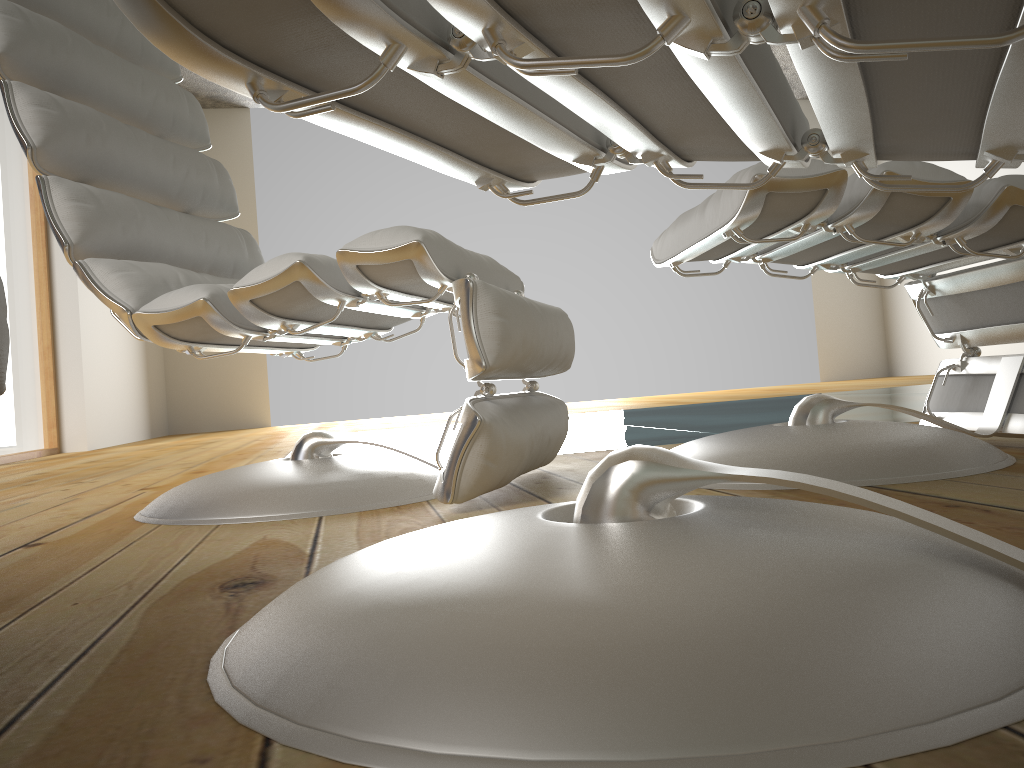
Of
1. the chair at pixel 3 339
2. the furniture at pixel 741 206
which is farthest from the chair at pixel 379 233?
the chair at pixel 3 339

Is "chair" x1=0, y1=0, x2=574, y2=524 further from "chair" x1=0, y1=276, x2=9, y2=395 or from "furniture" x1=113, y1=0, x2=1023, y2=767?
"chair" x1=0, y1=276, x2=9, y2=395

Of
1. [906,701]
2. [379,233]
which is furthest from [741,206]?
[906,701]

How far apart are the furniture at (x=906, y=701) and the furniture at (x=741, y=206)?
0.3 meters

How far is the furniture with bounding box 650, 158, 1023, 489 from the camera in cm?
113

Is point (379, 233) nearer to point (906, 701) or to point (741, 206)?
point (741, 206)

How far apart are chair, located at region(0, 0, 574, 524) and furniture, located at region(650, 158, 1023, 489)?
0.20m

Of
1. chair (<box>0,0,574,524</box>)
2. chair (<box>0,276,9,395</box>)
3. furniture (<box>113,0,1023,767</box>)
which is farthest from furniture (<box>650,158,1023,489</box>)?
chair (<box>0,276,9,395</box>)

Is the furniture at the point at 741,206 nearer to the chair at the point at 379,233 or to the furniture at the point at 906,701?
the chair at the point at 379,233

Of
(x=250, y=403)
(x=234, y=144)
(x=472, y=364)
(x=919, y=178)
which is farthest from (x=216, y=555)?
(x=234, y=144)
